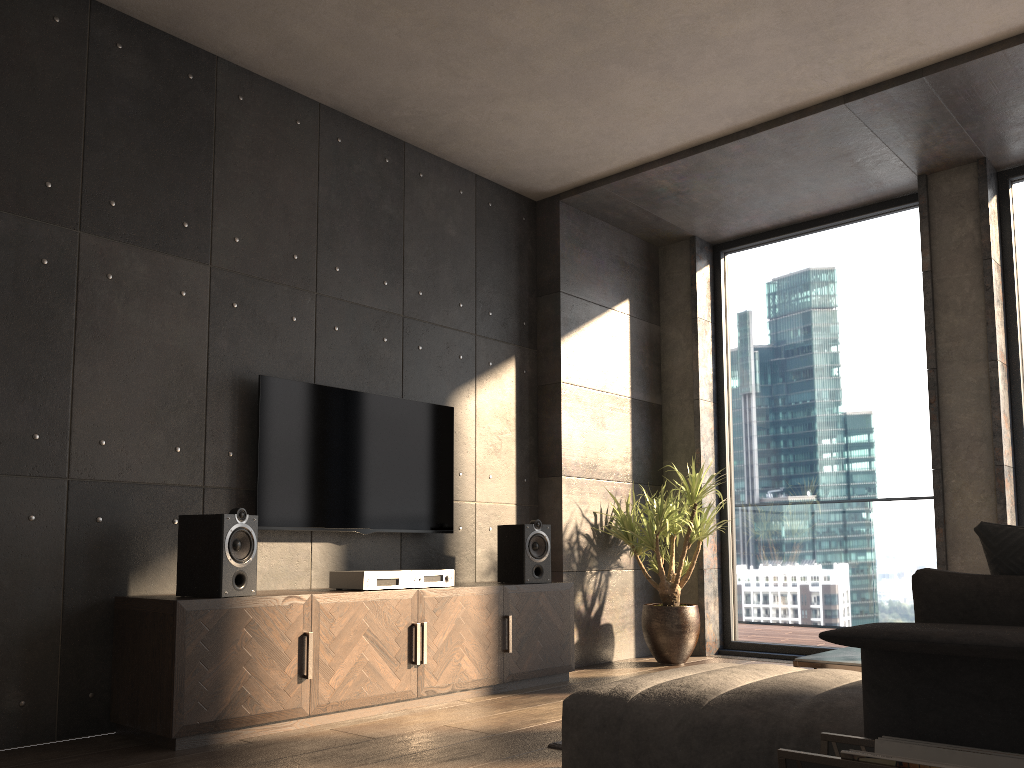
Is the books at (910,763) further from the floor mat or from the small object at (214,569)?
the small object at (214,569)

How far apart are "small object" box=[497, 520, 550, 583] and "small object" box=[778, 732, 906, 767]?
3.1 meters

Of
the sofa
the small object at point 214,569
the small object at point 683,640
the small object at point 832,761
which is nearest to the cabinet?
the small object at point 214,569

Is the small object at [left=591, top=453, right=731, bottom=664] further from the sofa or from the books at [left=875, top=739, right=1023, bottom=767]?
the books at [left=875, top=739, right=1023, bottom=767]

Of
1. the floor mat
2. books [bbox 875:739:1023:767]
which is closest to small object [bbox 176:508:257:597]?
the floor mat

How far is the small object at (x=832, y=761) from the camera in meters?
1.6

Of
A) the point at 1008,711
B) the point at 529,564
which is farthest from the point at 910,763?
the point at 529,564

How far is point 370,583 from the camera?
3.96m

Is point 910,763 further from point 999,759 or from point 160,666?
point 160,666

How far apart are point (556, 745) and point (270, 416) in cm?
198
